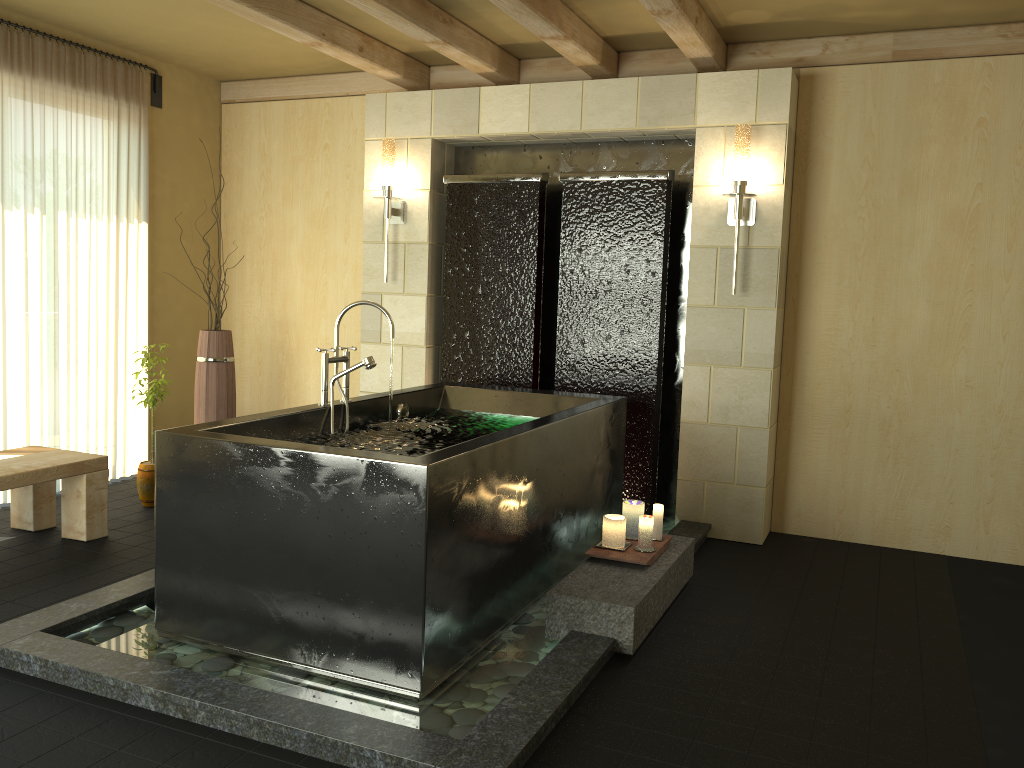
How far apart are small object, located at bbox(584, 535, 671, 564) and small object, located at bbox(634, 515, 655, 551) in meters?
0.0

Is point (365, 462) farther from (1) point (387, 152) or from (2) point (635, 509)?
(1) point (387, 152)

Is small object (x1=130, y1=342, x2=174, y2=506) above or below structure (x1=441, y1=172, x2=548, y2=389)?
below

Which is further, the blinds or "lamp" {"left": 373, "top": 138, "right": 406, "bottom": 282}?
"lamp" {"left": 373, "top": 138, "right": 406, "bottom": 282}

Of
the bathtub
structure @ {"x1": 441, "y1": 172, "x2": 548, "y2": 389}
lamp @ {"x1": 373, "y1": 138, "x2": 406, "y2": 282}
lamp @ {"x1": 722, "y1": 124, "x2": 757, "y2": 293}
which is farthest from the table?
lamp @ {"x1": 722, "y1": 124, "x2": 757, "y2": 293}

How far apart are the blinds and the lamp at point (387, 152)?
1.60m

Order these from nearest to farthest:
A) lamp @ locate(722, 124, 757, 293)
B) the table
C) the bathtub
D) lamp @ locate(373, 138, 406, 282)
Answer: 1. the bathtub
2. the table
3. lamp @ locate(722, 124, 757, 293)
4. lamp @ locate(373, 138, 406, 282)

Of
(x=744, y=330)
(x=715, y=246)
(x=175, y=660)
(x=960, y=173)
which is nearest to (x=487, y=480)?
(x=175, y=660)

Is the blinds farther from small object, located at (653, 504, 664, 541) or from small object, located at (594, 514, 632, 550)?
small object, located at (653, 504, 664, 541)

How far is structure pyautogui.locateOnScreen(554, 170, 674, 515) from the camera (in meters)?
4.75
